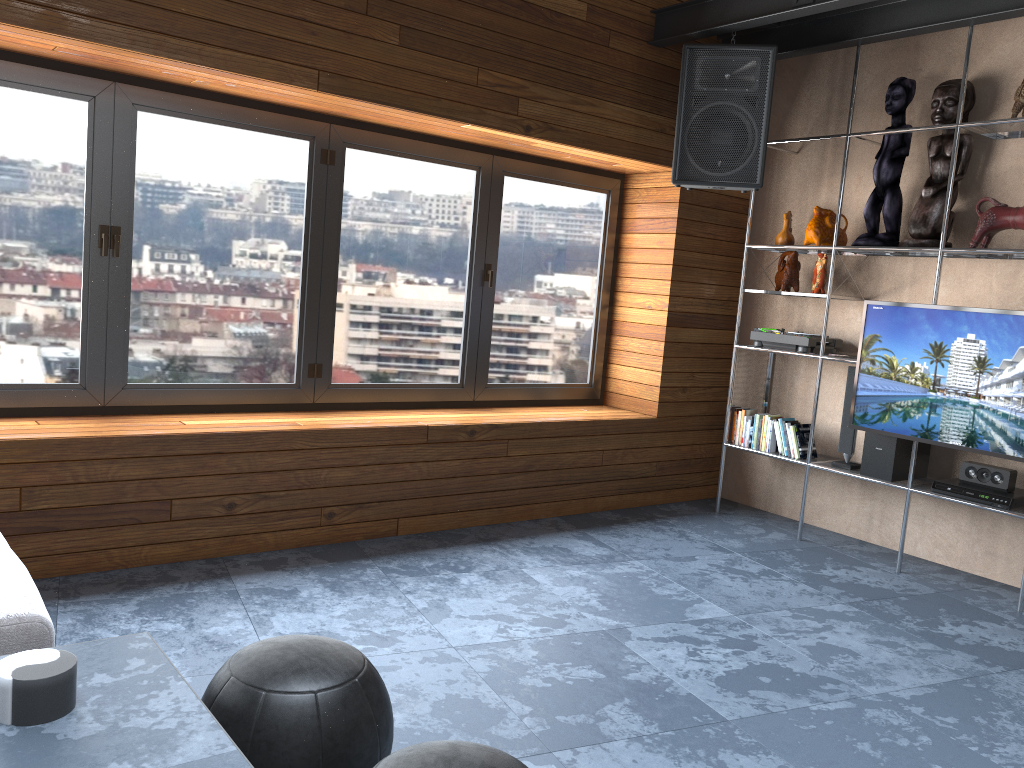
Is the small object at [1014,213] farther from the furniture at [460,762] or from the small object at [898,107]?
the furniture at [460,762]

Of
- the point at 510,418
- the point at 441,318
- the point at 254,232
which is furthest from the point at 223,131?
the point at 510,418

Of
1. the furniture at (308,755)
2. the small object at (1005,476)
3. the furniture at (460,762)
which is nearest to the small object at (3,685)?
the furniture at (308,755)

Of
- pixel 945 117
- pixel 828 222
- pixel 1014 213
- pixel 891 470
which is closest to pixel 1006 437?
pixel 891 470

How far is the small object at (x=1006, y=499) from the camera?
3.93m

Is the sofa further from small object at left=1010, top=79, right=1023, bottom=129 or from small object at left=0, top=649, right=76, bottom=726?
small object at left=1010, top=79, right=1023, bottom=129

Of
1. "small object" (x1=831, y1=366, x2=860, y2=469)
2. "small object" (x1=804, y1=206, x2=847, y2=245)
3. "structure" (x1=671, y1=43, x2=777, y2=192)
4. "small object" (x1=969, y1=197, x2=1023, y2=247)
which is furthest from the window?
"small object" (x1=969, y1=197, x2=1023, y2=247)

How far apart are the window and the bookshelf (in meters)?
0.81

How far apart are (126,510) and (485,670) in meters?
1.6

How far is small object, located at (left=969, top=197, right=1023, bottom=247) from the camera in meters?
3.9
